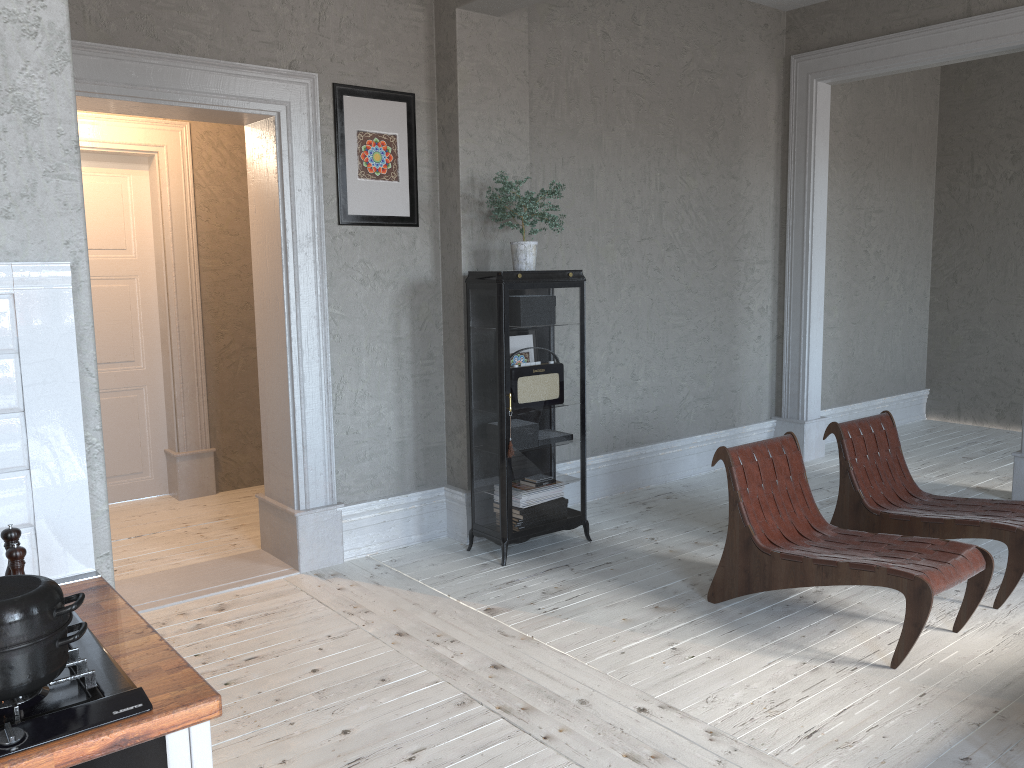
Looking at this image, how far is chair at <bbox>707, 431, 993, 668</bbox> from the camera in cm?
321

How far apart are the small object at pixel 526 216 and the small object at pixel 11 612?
3.2 meters

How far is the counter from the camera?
1.25m

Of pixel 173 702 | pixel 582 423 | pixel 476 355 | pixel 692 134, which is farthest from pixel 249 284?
pixel 173 702

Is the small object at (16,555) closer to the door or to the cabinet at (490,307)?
the cabinet at (490,307)

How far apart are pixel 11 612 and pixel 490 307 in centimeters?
322cm

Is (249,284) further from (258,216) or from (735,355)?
(735,355)

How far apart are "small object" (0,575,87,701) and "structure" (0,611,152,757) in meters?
0.0 m

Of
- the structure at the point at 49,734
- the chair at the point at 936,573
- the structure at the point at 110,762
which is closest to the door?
the chair at the point at 936,573

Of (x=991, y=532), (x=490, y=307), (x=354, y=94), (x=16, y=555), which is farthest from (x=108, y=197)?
(x=991, y=532)
